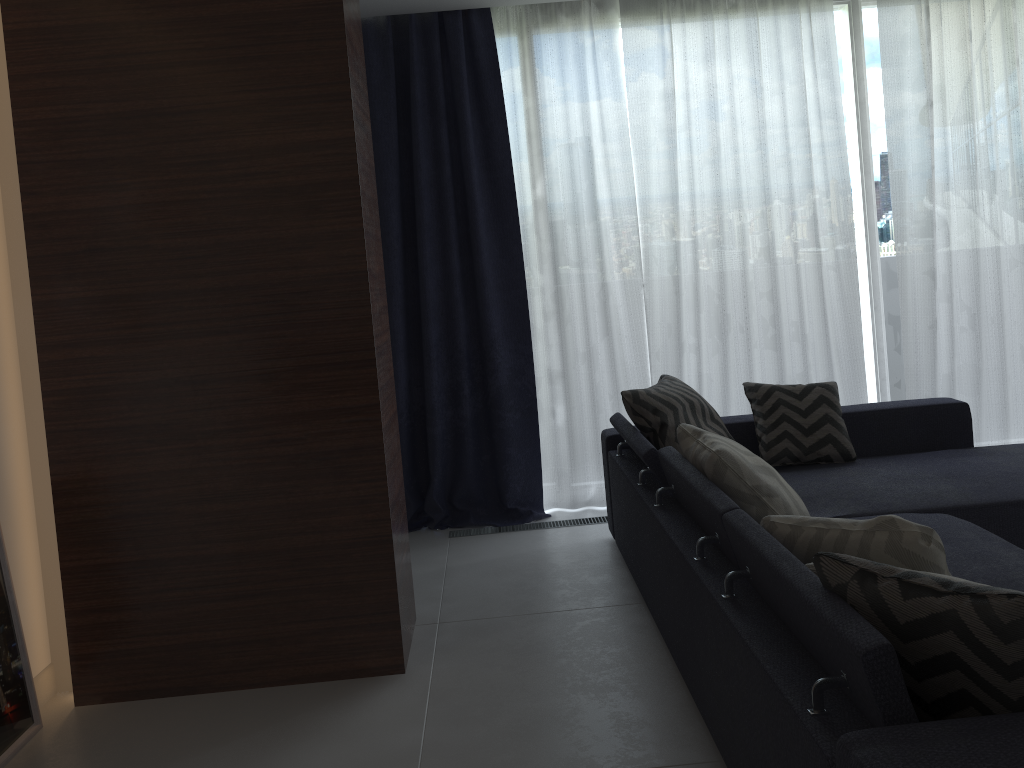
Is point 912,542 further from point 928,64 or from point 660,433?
point 928,64

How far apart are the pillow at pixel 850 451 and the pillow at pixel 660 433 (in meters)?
0.18

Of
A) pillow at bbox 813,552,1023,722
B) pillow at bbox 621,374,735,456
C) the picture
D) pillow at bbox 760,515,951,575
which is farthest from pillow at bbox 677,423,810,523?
the picture

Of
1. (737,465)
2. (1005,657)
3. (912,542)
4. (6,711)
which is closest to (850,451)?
(737,465)

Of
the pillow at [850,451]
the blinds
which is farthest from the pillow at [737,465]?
the blinds

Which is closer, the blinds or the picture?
the picture

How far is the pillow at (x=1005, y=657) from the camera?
1.4m

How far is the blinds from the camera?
4.3 meters

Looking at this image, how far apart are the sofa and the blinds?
0.55m

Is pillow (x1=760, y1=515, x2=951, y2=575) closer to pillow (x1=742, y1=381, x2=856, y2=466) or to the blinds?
pillow (x1=742, y1=381, x2=856, y2=466)
